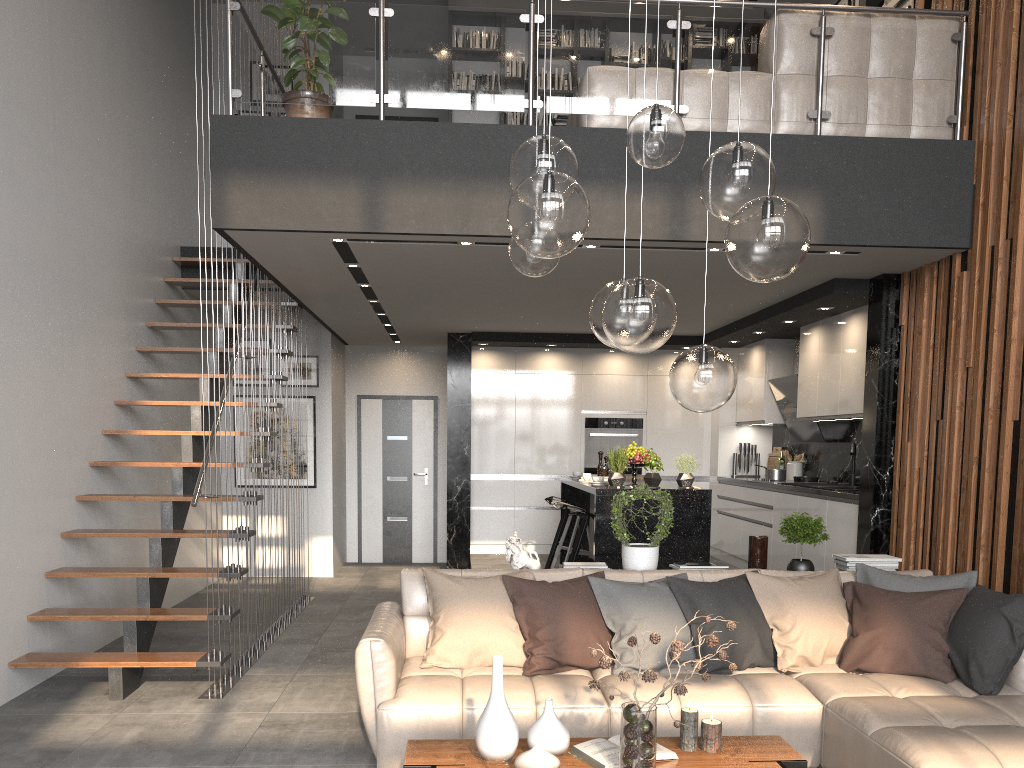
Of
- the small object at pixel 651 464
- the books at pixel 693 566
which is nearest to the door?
the small object at pixel 651 464

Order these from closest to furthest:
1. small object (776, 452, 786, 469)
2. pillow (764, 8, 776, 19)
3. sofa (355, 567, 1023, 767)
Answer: sofa (355, 567, 1023, 767)
pillow (764, 8, 776, 19)
small object (776, 452, 786, 469)

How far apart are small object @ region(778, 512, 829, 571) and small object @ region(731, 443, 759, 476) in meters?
4.4

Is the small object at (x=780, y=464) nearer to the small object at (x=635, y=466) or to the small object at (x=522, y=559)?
the small object at (x=635, y=466)

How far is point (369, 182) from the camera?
5.1 meters

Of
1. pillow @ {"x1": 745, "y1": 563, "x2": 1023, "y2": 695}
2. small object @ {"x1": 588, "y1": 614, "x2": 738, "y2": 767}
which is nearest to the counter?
pillow @ {"x1": 745, "y1": 563, "x2": 1023, "y2": 695}

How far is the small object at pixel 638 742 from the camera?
2.7m

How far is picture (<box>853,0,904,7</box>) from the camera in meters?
7.3 m

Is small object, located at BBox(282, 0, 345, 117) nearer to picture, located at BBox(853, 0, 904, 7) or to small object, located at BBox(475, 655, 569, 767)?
small object, located at BBox(475, 655, 569, 767)

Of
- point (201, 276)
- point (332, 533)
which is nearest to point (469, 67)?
point (201, 276)
